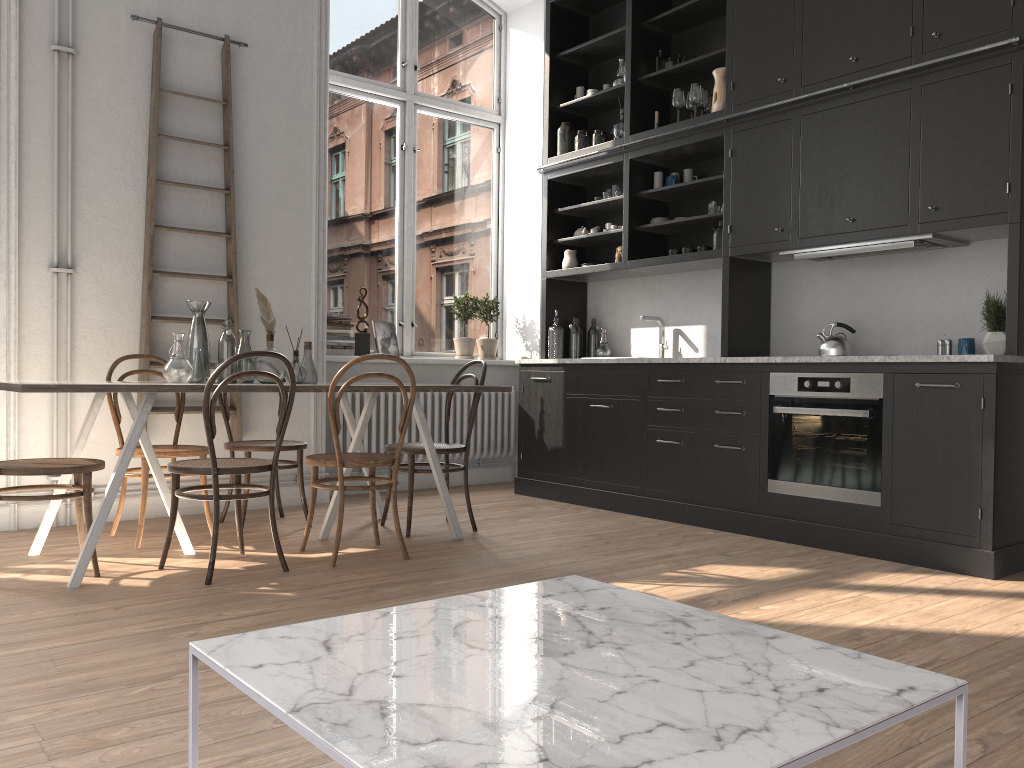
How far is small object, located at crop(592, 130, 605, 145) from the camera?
6.1m

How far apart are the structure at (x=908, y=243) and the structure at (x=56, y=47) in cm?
383

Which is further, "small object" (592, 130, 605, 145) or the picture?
the picture

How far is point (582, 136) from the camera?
6.1 meters

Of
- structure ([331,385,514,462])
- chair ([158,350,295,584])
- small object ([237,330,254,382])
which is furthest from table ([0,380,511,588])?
structure ([331,385,514,462])

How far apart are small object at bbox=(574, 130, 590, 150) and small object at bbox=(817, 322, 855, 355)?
2.27m

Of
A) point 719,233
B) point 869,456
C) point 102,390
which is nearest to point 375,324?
point 719,233

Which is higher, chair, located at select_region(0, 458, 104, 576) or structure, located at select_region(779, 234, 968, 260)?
structure, located at select_region(779, 234, 968, 260)

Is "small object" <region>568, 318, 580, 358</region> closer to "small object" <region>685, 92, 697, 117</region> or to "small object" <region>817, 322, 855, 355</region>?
"small object" <region>685, 92, 697, 117</region>

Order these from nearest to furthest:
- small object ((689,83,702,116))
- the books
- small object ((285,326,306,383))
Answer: small object ((285,326,306,383)), small object ((689,83,702,116)), the books
